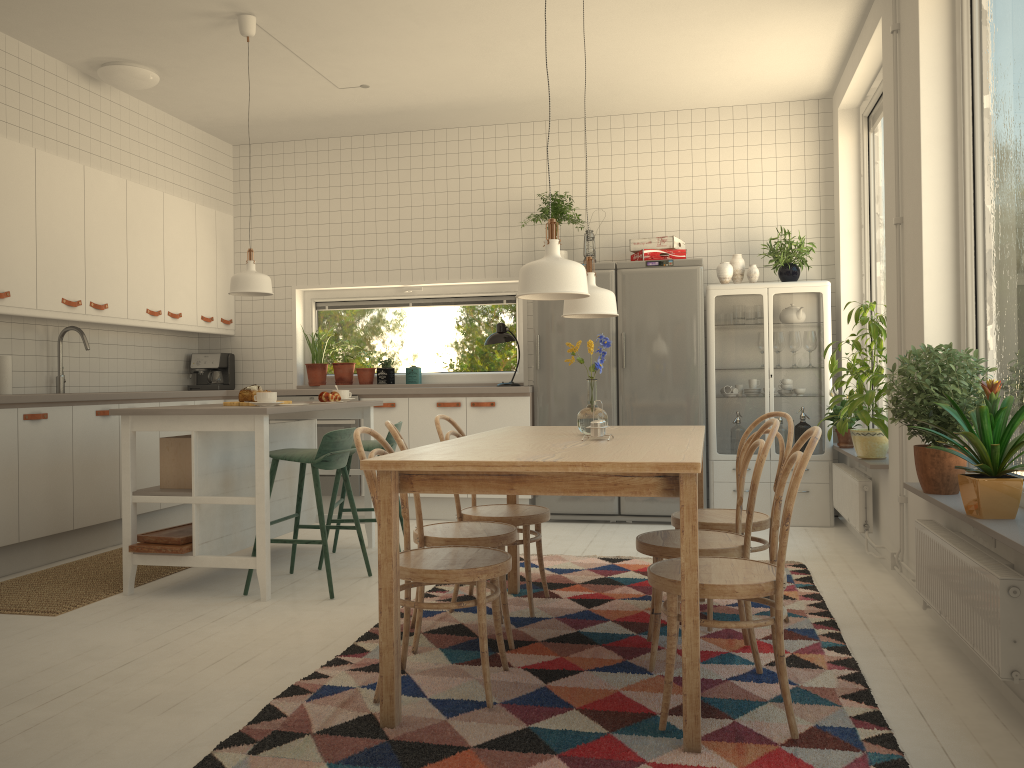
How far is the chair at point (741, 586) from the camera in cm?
234

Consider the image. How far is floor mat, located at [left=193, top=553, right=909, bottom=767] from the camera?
2.28m

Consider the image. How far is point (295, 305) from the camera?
7.0m

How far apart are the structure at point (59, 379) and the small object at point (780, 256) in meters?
4.6

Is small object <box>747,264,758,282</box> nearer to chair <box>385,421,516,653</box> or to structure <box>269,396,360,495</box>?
structure <box>269,396,360,495</box>

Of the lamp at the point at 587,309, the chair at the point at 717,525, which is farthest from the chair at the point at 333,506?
the chair at the point at 717,525

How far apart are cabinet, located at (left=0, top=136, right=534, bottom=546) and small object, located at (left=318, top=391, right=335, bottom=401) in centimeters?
144cm

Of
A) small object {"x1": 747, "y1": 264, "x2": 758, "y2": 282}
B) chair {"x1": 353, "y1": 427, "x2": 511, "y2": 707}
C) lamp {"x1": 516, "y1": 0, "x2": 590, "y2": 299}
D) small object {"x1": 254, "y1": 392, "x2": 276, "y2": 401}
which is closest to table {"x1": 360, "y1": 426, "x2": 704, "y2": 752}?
chair {"x1": 353, "y1": 427, "x2": 511, "y2": 707}

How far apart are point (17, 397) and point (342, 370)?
2.66m

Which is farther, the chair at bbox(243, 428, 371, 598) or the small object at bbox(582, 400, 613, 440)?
the chair at bbox(243, 428, 371, 598)
